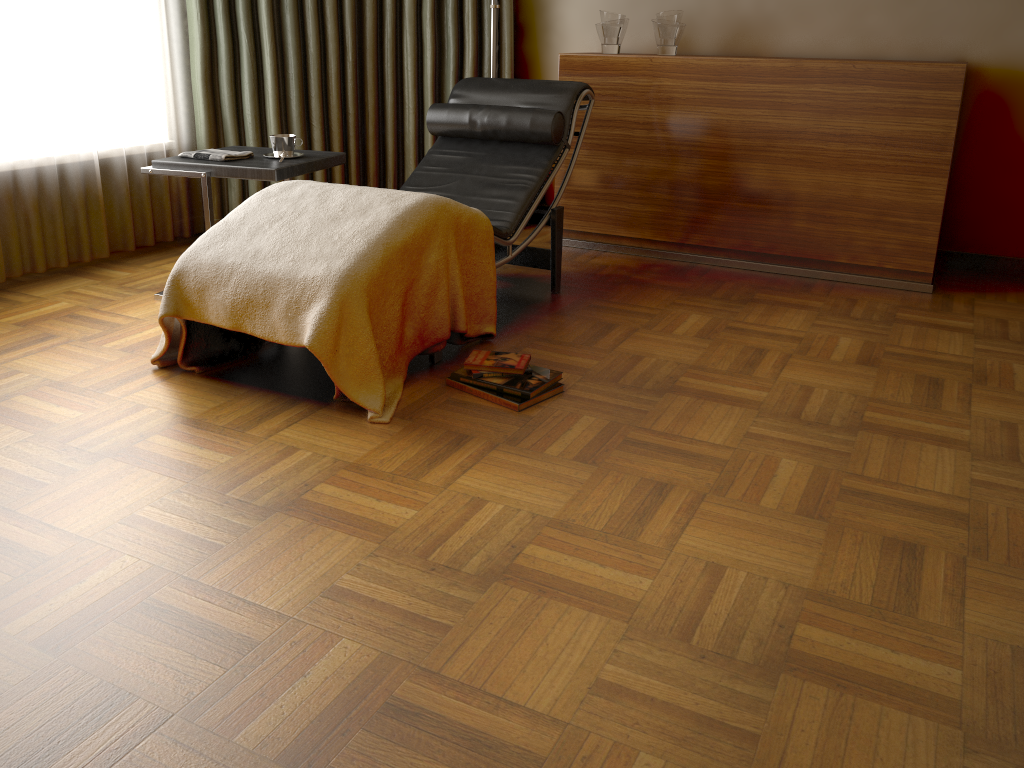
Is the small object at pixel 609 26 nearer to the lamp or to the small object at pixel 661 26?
the small object at pixel 661 26

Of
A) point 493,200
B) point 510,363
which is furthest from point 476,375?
point 493,200

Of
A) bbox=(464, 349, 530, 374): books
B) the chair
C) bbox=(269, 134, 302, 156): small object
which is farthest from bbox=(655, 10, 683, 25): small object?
bbox=(464, 349, 530, 374): books

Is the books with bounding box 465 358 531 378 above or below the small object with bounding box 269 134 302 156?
below

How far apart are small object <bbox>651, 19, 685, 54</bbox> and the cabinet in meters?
0.1 m

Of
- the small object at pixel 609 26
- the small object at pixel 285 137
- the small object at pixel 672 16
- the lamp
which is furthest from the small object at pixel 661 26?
the small object at pixel 285 137

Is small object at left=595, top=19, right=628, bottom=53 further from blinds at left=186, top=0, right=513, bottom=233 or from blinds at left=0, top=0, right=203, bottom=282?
blinds at left=0, top=0, right=203, bottom=282

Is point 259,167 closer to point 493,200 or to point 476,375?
point 493,200

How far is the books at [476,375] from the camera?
2.49m

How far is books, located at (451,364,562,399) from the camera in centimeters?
244cm
